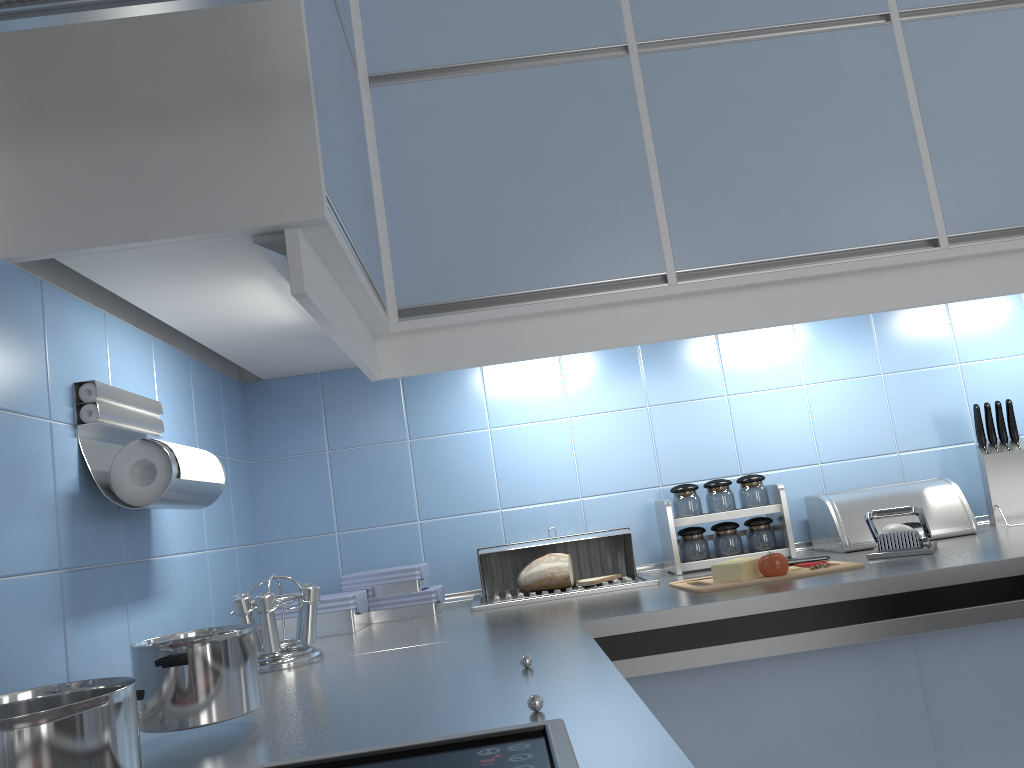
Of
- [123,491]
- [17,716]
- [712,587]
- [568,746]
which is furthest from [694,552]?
[17,716]

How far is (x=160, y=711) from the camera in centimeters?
92cm

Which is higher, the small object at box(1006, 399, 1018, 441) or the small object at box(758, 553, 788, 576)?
the small object at box(1006, 399, 1018, 441)

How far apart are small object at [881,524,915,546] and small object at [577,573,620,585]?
0.6 meters

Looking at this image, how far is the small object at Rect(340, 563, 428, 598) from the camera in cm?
190

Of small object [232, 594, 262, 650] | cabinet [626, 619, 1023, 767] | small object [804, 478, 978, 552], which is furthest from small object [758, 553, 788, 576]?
small object [232, 594, 262, 650]

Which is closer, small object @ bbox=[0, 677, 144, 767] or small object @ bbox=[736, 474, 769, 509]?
small object @ bbox=[0, 677, 144, 767]

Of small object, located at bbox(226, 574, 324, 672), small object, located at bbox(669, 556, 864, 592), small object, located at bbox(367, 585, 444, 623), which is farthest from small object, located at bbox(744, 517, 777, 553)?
small object, located at bbox(226, 574, 324, 672)

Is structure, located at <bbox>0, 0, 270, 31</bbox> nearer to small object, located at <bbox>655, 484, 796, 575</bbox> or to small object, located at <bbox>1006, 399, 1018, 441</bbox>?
small object, located at <bbox>655, 484, 796, 575</bbox>

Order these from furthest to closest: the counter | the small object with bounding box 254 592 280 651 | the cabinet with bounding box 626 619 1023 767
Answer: the cabinet with bounding box 626 619 1023 767
the small object with bounding box 254 592 280 651
the counter
